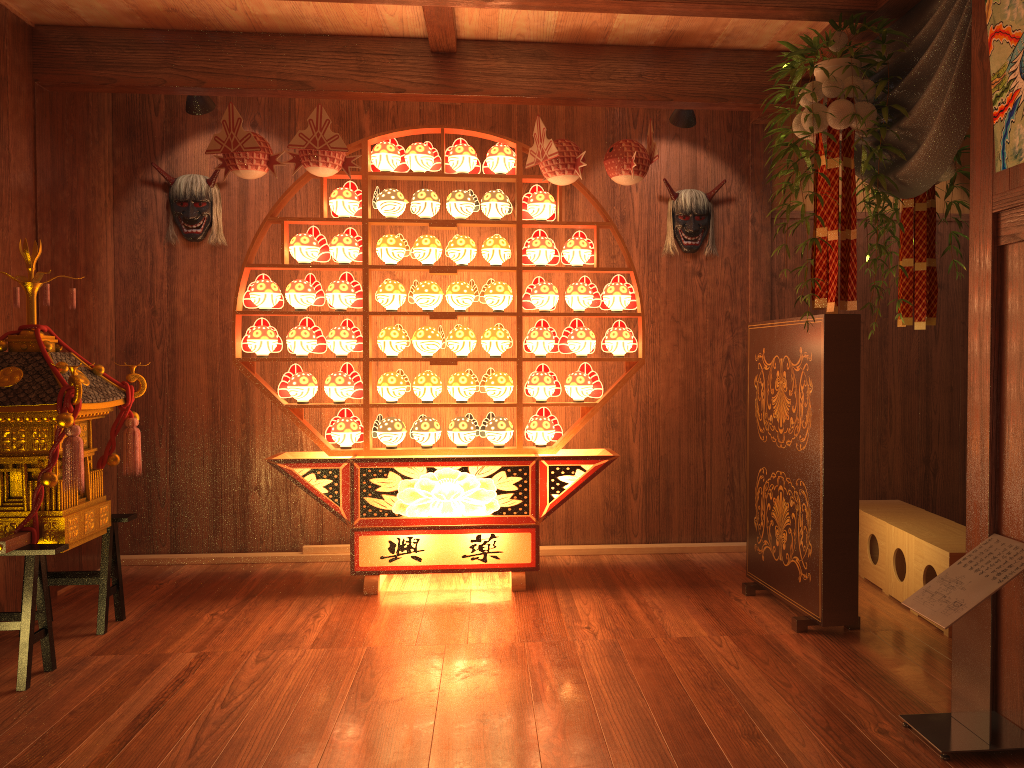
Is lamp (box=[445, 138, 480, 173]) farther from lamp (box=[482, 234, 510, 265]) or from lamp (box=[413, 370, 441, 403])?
lamp (box=[413, 370, 441, 403])

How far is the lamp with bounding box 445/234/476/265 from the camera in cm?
425

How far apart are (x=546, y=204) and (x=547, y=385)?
0.9m

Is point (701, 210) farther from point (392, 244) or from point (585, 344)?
point (392, 244)

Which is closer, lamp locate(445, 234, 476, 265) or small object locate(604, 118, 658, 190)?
small object locate(604, 118, 658, 190)

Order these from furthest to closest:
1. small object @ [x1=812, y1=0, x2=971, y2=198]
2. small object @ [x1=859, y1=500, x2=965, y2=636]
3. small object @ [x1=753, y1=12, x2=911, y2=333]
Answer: small object @ [x1=859, y1=500, x2=965, y2=636]
small object @ [x1=753, y1=12, x2=911, y2=333]
small object @ [x1=812, y1=0, x2=971, y2=198]

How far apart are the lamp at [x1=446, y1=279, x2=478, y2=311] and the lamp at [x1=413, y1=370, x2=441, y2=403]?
0.3m

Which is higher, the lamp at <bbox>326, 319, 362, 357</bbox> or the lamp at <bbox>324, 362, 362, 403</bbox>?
the lamp at <bbox>326, 319, 362, 357</bbox>

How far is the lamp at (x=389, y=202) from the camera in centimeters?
424cm

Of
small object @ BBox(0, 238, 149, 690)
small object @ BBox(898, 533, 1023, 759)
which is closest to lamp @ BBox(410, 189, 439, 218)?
small object @ BBox(0, 238, 149, 690)
